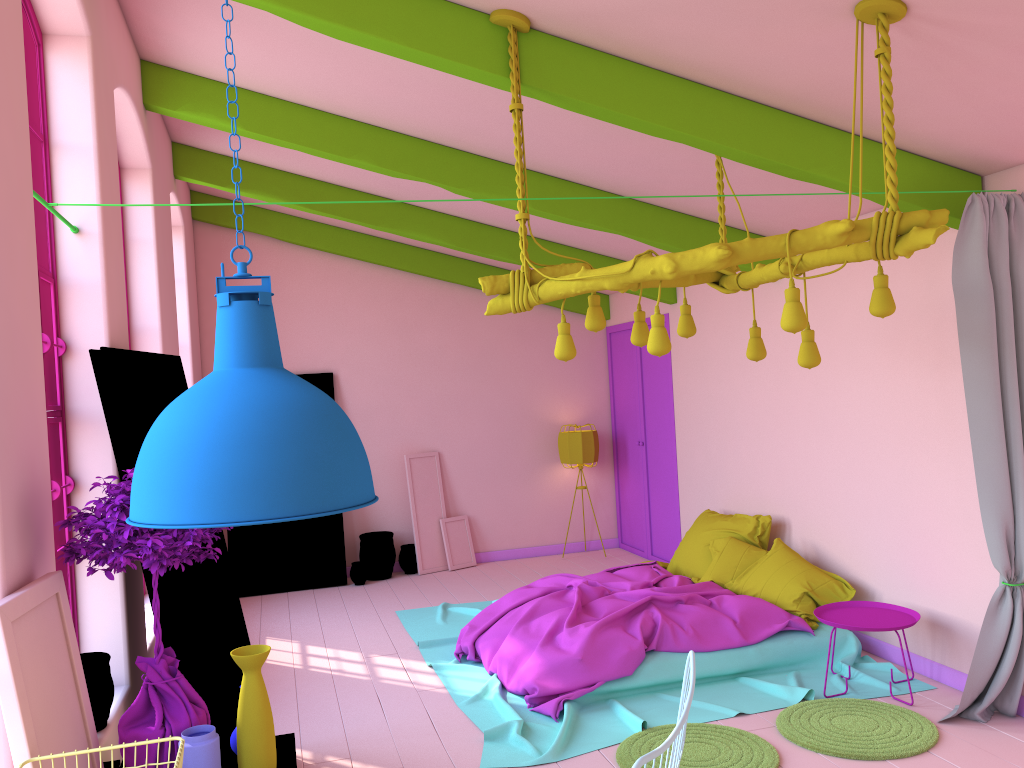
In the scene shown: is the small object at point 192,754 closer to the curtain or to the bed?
the bed

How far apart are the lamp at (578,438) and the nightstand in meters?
4.3 m

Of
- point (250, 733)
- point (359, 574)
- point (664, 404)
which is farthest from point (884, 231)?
point (359, 574)

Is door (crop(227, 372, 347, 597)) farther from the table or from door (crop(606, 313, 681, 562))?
the table

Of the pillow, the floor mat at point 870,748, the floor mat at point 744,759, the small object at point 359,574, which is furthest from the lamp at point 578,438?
the floor mat at point 744,759

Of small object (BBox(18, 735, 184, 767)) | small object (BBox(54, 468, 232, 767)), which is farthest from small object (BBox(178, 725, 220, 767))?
small object (BBox(18, 735, 184, 767))

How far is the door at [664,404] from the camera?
9.0m

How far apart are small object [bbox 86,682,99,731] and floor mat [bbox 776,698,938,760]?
3.3 meters

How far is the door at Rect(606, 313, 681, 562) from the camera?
9.0 meters

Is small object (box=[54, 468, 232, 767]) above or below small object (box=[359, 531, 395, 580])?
above
